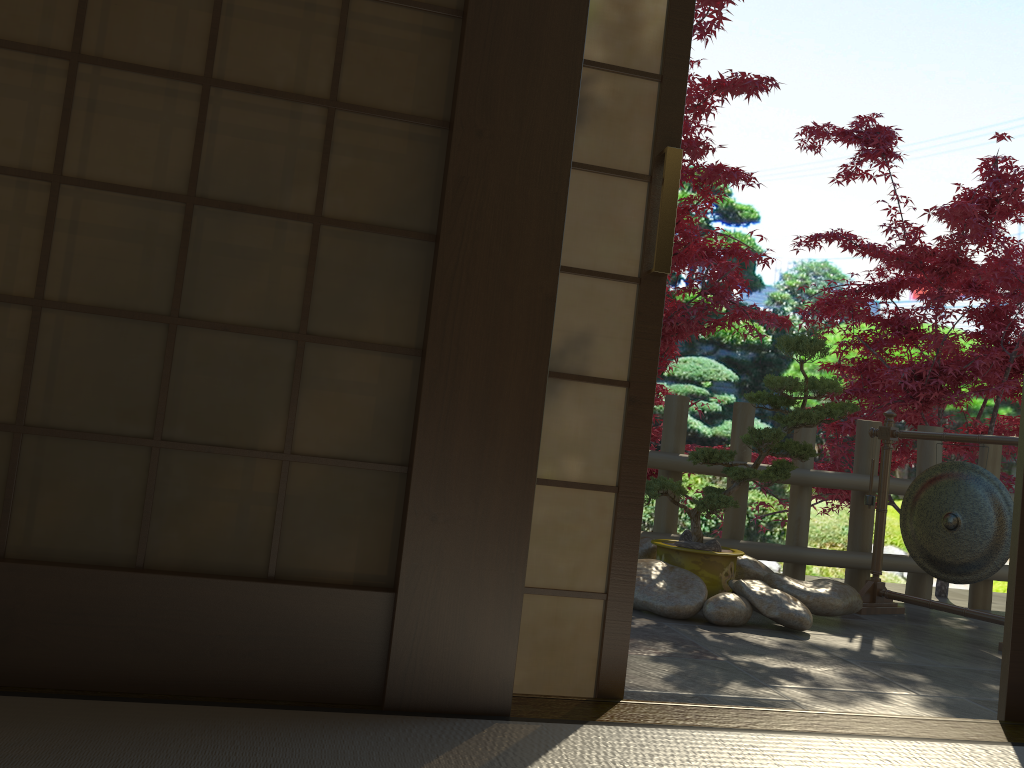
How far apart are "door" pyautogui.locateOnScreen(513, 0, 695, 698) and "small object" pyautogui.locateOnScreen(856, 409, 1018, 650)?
2.8 meters

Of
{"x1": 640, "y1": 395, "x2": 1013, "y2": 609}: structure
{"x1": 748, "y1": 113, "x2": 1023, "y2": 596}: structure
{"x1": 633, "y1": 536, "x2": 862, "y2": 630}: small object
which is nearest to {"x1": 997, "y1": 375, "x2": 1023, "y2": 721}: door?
{"x1": 633, "y1": 536, "x2": 862, "y2": 630}: small object

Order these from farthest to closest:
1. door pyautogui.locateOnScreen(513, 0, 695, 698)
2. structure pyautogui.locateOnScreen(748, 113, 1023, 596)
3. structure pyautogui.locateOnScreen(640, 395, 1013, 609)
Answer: structure pyautogui.locateOnScreen(748, 113, 1023, 596) → structure pyautogui.locateOnScreen(640, 395, 1013, 609) → door pyautogui.locateOnScreen(513, 0, 695, 698)

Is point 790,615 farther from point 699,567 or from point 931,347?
point 931,347

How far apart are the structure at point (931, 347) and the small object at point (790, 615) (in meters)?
1.97

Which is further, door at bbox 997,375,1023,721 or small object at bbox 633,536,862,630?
small object at bbox 633,536,862,630

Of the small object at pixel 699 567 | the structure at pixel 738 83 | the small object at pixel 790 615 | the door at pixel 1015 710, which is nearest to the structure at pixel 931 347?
the structure at pixel 738 83

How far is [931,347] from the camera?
5.8m

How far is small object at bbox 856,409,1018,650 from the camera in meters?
4.1 m

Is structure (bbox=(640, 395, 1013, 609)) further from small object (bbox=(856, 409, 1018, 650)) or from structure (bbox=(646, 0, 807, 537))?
structure (bbox=(646, 0, 807, 537))
